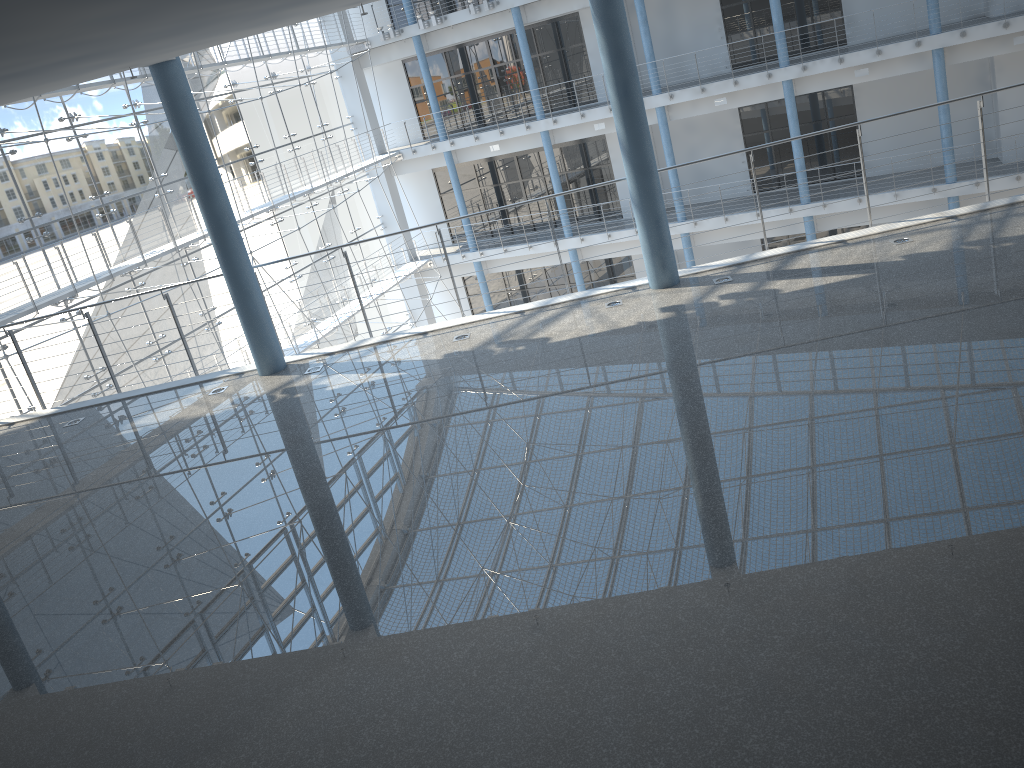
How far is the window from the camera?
2.5m

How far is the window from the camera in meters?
2.5 m

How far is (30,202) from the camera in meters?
2.5 m

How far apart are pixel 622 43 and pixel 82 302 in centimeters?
215cm
